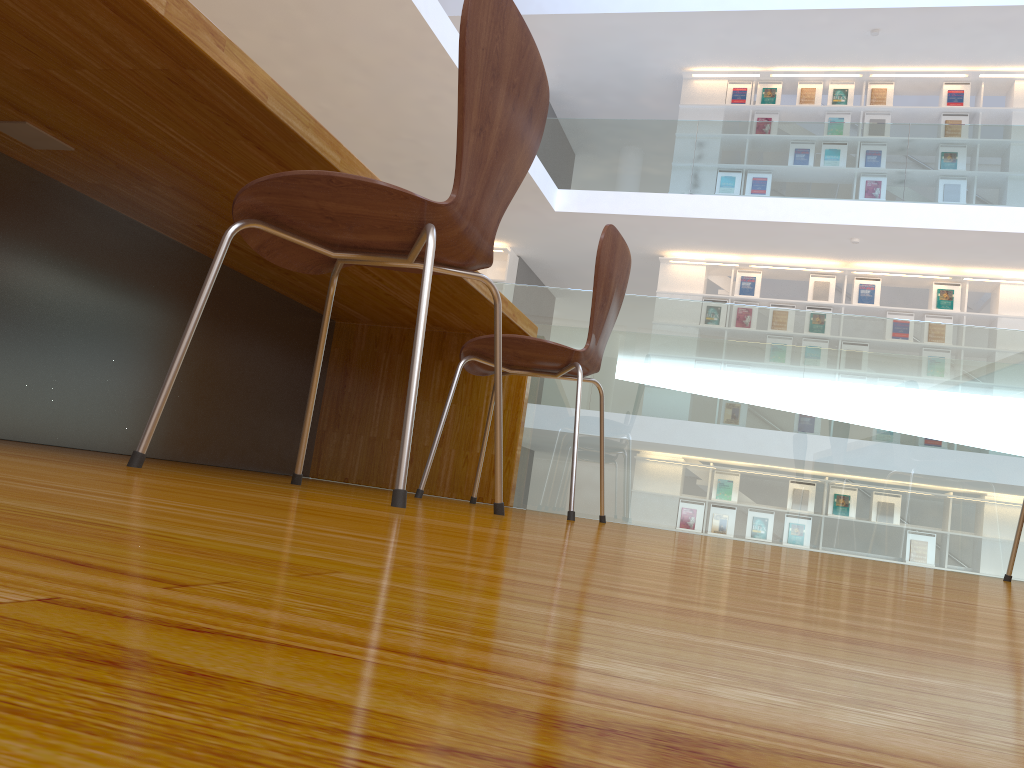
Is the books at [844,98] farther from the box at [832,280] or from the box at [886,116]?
A: the box at [832,280]

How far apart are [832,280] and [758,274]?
0.71m

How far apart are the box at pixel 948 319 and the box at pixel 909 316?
0.2 meters

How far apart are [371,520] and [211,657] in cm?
47

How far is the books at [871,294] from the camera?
8.6 meters

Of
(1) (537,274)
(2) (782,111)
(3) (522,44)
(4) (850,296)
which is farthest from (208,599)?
(4) (850,296)

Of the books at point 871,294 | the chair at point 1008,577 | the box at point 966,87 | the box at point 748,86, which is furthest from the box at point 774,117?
the chair at point 1008,577

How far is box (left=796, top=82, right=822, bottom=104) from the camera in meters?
9.1 m

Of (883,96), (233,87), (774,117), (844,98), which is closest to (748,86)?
(774,117)

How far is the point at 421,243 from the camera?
1.2 meters
